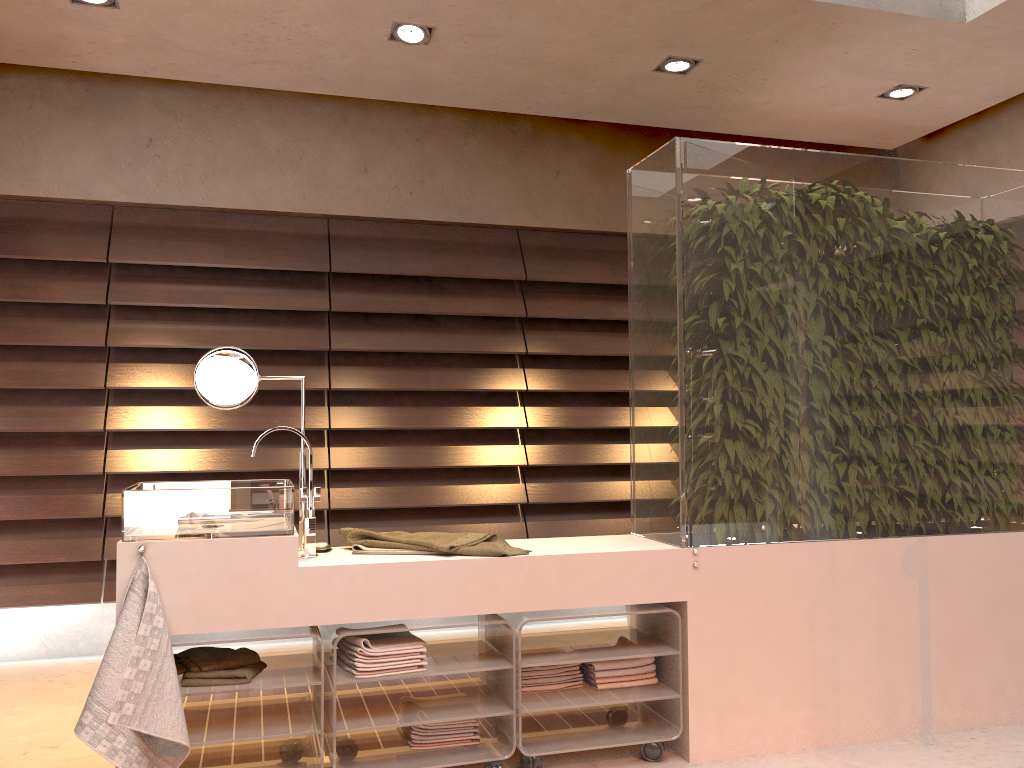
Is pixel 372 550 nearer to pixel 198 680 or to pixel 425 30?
pixel 198 680

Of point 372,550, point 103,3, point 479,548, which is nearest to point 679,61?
point 103,3

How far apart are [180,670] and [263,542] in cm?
42

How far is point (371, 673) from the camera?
2.3 meters

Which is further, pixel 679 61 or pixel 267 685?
pixel 679 61

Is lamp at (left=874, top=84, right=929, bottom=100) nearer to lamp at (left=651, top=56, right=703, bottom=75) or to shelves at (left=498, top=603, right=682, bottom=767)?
lamp at (left=651, top=56, right=703, bottom=75)

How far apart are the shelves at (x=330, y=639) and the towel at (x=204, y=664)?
0.2 meters

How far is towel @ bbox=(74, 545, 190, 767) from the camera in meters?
2.0 m

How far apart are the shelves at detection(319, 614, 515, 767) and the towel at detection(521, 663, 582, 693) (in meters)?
0.08

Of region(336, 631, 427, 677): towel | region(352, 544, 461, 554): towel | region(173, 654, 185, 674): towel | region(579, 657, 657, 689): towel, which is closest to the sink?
region(352, 544, 461, 554): towel
